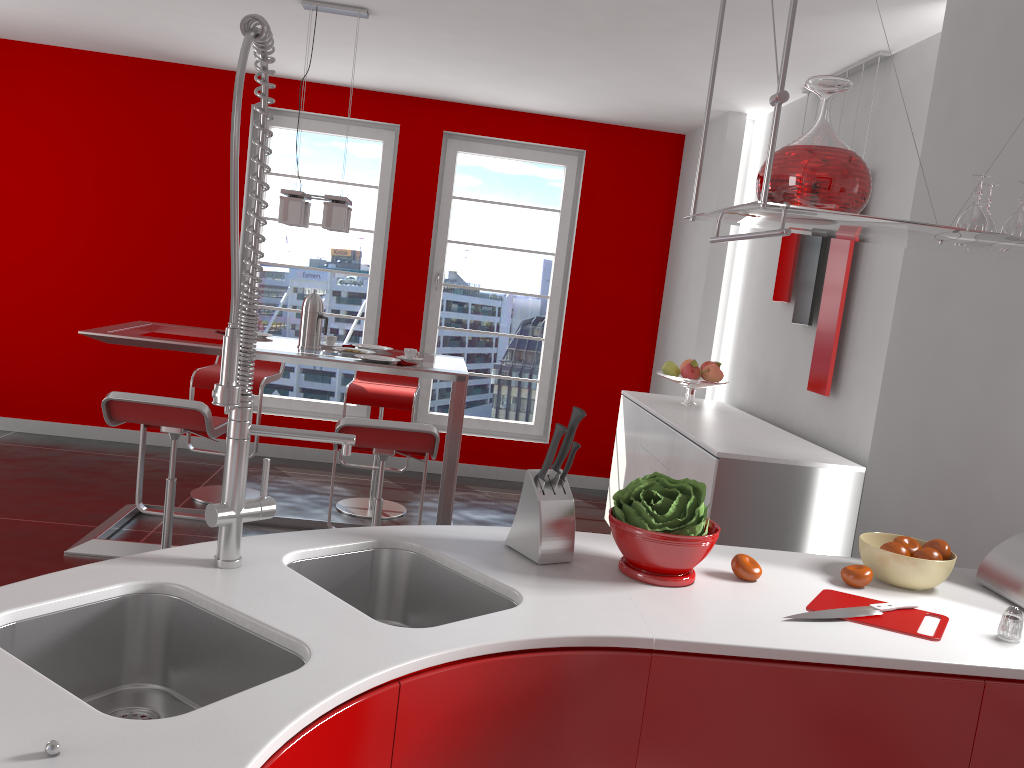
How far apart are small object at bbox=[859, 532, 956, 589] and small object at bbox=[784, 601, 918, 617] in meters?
0.1

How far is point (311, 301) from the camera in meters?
4.2

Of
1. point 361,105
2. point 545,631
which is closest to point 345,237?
point 361,105

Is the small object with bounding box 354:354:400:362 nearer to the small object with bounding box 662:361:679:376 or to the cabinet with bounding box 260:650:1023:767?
the small object with bounding box 662:361:679:376

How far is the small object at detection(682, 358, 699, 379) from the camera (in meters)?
4.75

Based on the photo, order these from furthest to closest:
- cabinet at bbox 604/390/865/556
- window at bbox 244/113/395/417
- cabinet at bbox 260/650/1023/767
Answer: window at bbox 244/113/395/417, cabinet at bbox 604/390/865/556, cabinet at bbox 260/650/1023/767

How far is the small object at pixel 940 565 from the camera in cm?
190

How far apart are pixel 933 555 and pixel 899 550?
0.1m

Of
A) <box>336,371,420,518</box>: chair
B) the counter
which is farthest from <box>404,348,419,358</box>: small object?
the counter

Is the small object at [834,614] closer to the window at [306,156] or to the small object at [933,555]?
the small object at [933,555]
